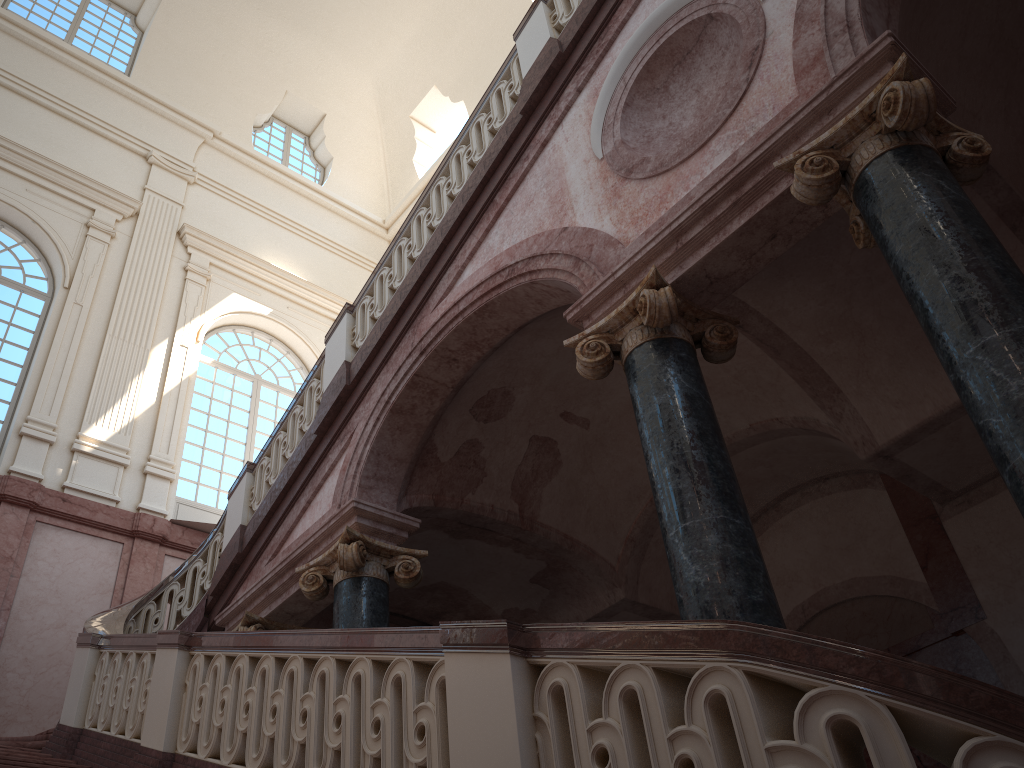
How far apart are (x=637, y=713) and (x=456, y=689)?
0.7m
